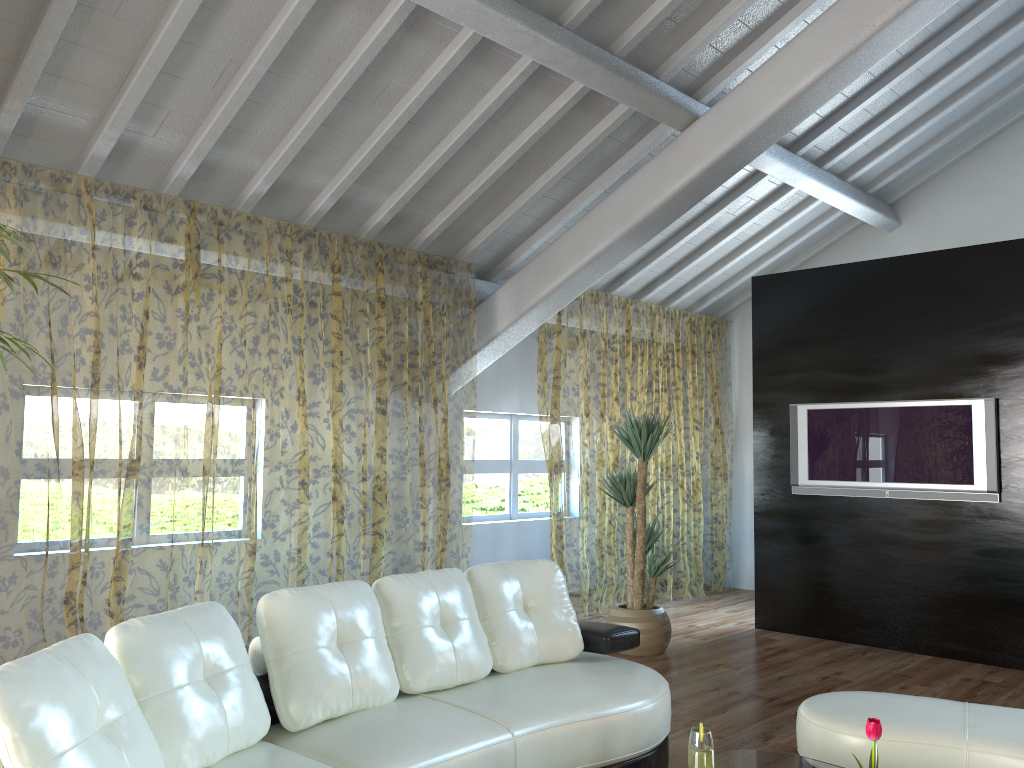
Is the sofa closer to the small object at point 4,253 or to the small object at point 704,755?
the small object at point 704,755

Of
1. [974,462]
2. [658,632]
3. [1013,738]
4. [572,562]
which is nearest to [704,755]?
[1013,738]

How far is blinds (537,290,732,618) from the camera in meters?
12.6

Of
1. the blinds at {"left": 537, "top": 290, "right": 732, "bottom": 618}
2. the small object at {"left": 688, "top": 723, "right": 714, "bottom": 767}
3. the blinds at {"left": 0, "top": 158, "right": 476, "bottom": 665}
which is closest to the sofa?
the small object at {"left": 688, "top": 723, "right": 714, "bottom": 767}

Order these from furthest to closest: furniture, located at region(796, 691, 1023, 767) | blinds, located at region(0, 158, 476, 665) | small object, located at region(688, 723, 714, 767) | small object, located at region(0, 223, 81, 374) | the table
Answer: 1. blinds, located at region(0, 158, 476, 665)
2. furniture, located at region(796, 691, 1023, 767)
3. the table
4. small object, located at region(0, 223, 81, 374)
5. small object, located at region(688, 723, 714, 767)

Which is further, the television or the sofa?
the television

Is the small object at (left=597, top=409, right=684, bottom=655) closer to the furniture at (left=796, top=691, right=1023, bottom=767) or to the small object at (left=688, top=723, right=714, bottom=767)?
the furniture at (left=796, top=691, right=1023, bottom=767)

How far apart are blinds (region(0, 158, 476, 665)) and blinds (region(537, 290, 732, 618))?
0.9 meters

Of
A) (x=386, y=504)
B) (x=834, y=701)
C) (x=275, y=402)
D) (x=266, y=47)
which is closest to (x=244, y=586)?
(x=386, y=504)

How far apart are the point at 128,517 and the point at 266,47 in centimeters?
1583cm
